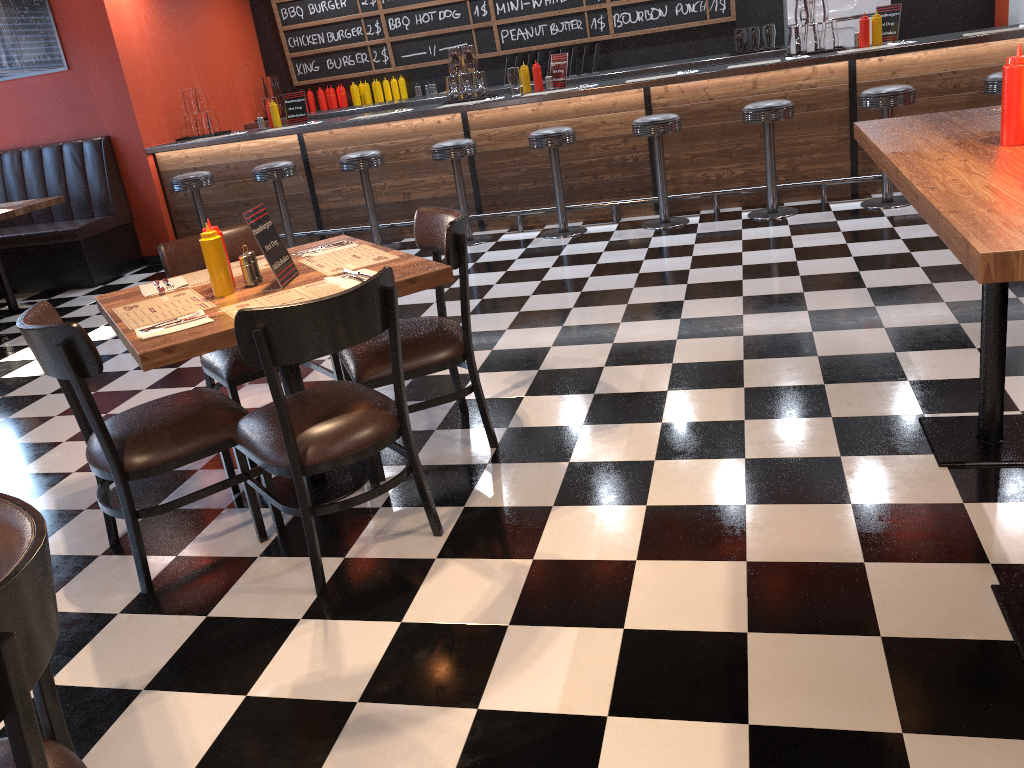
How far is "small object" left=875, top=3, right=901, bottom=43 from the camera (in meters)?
6.21

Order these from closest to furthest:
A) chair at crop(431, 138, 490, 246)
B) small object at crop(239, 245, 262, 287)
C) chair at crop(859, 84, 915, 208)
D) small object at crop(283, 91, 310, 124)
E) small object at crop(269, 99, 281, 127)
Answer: small object at crop(239, 245, 262, 287) → chair at crop(859, 84, 915, 208) → chair at crop(431, 138, 490, 246) → small object at crop(269, 99, 281, 127) → small object at crop(283, 91, 310, 124)

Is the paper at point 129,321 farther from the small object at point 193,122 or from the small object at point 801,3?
the small object at point 193,122

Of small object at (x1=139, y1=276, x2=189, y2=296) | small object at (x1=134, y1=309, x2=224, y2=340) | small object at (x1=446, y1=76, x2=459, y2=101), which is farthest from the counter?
small object at (x1=134, y1=309, x2=224, y2=340)

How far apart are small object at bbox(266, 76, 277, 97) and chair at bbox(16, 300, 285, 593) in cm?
678

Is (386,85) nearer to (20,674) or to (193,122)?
(193,122)

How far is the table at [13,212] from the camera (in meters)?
6.46

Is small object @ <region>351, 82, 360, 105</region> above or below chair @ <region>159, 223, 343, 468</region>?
above

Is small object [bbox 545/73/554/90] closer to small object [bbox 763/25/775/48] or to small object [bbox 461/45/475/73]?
small object [bbox 461/45/475/73]

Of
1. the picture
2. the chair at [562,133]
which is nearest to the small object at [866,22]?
the chair at [562,133]
